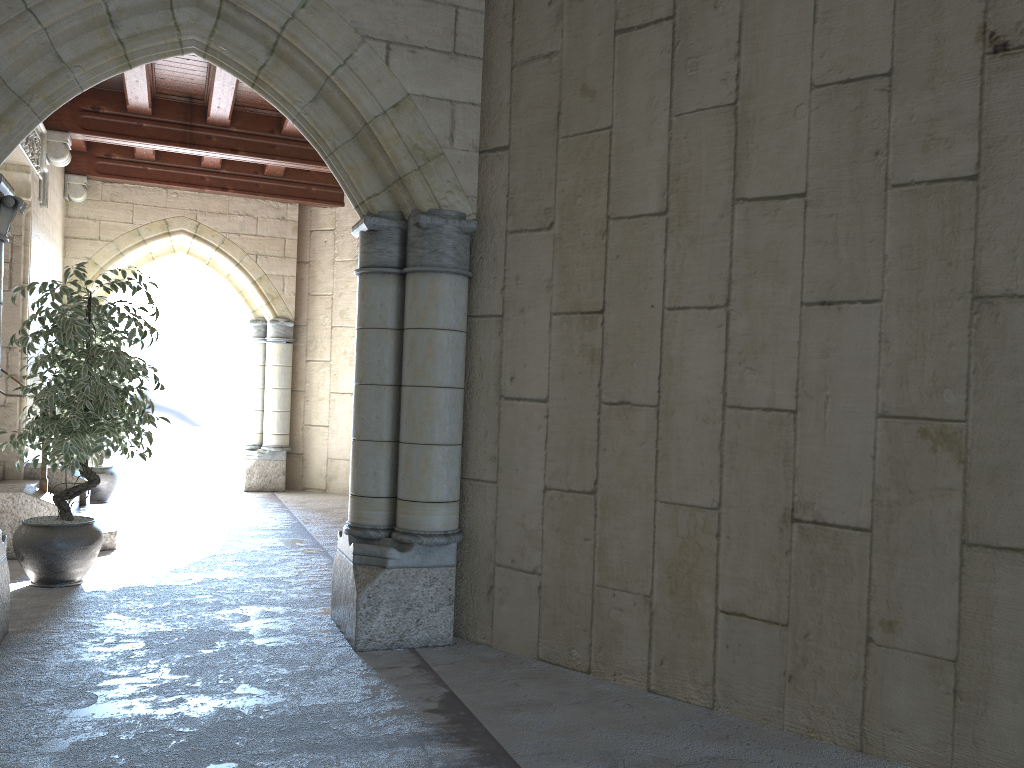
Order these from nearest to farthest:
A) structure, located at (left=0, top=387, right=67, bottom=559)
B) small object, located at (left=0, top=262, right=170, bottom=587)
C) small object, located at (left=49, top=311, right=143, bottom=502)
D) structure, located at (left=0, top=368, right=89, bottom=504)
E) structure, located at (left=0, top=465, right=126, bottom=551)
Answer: small object, located at (left=0, top=262, right=170, bottom=587) → structure, located at (left=0, top=387, right=67, bottom=559) → structure, located at (left=0, top=465, right=126, bottom=551) → structure, located at (left=0, top=368, right=89, bottom=504) → small object, located at (left=49, top=311, right=143, bottom=502)

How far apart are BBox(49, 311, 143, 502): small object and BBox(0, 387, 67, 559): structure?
2.4 meters

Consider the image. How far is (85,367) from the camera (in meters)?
4.24

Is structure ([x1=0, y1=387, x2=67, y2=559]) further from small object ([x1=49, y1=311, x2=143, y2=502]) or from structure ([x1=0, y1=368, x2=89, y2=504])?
small object ([x1=49, y1=311, x2=143, y2=502])

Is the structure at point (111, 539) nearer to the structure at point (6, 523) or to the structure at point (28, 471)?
the structure at point (28, 471)

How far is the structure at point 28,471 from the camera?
6.4m

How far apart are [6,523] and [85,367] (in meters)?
1.38

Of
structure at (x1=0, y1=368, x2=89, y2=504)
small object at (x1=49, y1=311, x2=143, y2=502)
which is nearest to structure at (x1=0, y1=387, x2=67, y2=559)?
structure at (x1=0, y1=368, x2=89, y2=504)

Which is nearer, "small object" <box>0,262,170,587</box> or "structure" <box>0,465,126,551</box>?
"small object" <box>0,262,170,587</box>

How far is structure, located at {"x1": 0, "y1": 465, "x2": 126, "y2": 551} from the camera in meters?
5.4 m
